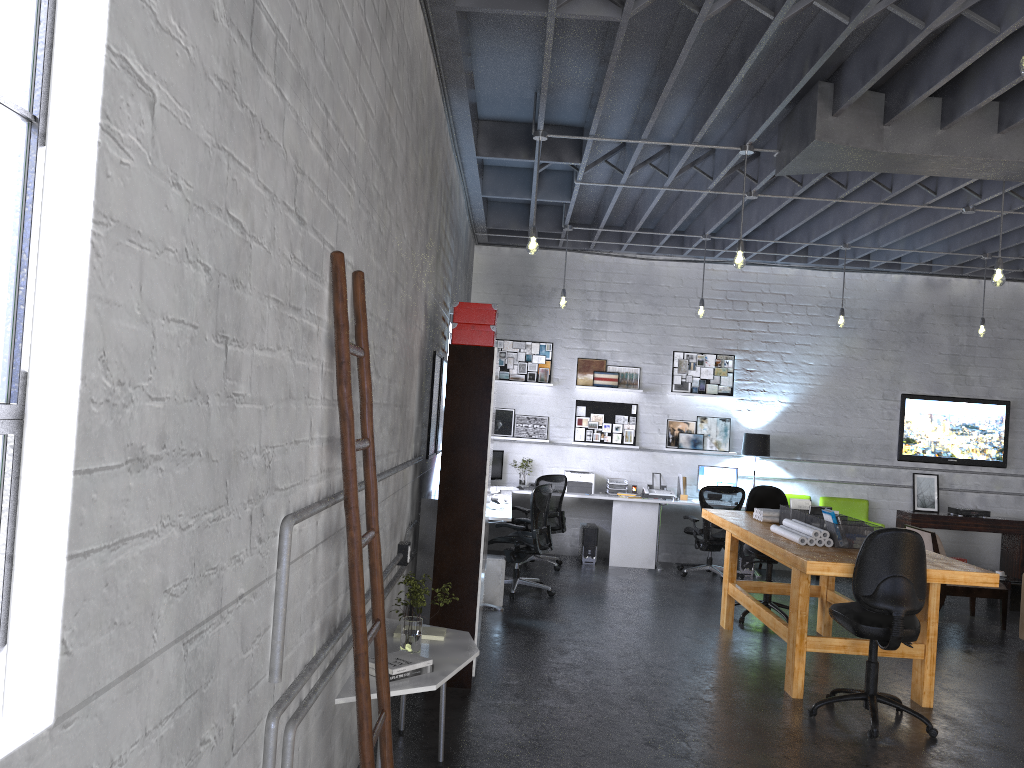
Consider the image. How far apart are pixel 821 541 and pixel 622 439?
4.9m

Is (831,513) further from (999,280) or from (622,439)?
(622,439)

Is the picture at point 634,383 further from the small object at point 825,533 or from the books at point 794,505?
the small object at point 825,533

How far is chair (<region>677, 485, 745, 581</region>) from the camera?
9.6 meters

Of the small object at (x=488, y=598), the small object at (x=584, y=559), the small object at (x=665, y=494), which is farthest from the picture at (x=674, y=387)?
the small object at (x=488, y=598)

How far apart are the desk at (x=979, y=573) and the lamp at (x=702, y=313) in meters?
2.5

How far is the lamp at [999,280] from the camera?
6.30m

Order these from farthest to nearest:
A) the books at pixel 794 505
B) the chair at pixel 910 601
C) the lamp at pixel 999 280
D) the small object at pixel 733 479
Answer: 1. the small object at pixel 733 479
2. the books at pixel 794 505
3. the lamp at pixel 999 280
4. the chair at pixel 910 601

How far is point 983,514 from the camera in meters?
10.3

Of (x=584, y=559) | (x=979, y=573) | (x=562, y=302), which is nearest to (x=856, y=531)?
(x=979, y=573)
